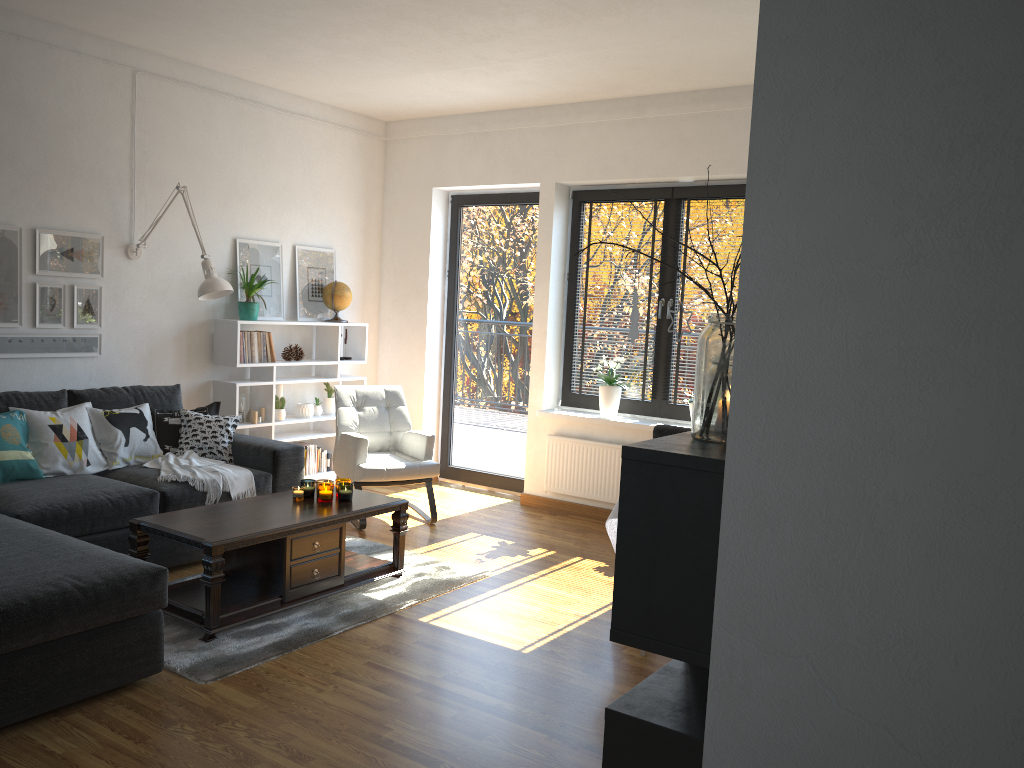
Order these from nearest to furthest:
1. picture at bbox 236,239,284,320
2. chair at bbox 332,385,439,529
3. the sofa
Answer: the sofa
chair at bbox 332,385,439,529
picture at bbox 236,239,284,320

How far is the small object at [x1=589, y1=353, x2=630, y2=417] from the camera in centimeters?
589cm

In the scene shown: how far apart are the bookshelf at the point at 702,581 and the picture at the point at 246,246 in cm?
496

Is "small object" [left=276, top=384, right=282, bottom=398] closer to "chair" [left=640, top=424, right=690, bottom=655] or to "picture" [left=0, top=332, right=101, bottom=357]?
"picture" [left=0, top=332, right=101, bottom=357]

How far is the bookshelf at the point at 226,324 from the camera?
5.7 meters

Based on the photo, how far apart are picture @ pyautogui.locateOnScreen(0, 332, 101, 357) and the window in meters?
3.0

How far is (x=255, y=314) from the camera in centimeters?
581cm

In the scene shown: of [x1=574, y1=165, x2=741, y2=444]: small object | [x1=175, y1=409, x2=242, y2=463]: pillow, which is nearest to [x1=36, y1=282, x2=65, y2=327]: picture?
[x1=175, y1=409, x2=242, y2=463]: pillow

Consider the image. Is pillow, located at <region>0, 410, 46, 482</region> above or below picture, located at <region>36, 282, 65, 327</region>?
below

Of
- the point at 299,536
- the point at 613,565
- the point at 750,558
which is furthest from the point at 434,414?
the point at 750,558
